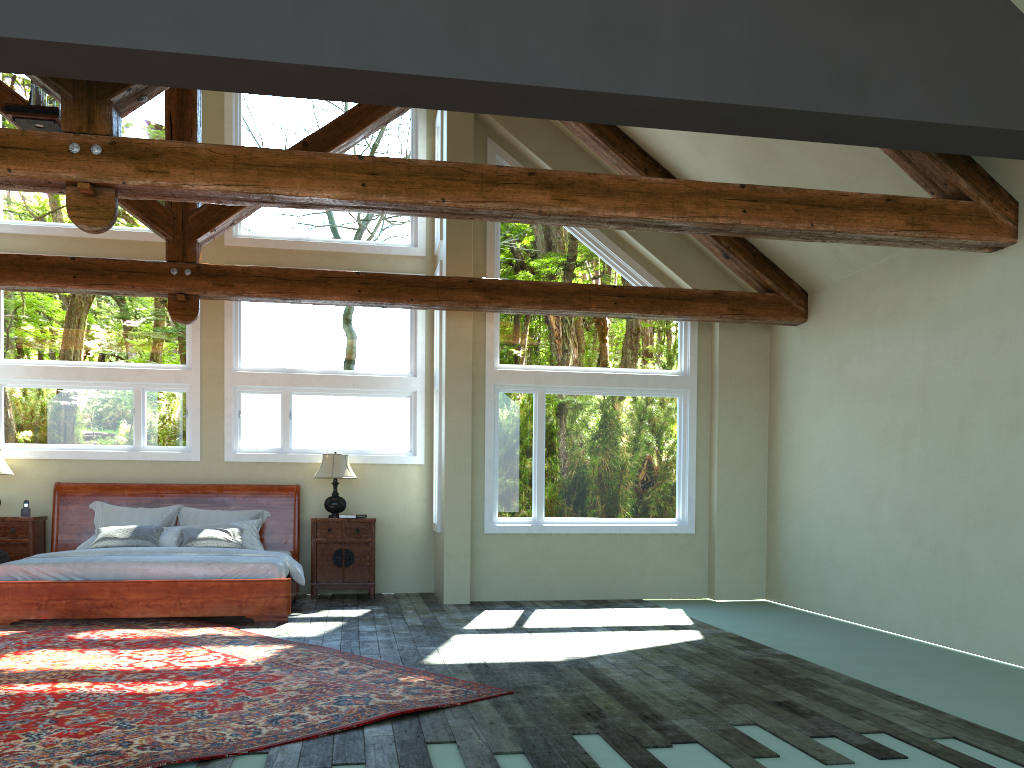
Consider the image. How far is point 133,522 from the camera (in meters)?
9.68

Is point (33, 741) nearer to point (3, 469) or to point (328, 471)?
point (328, 471)

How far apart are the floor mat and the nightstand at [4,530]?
1.8 meters

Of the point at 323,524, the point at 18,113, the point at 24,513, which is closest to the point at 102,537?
the point at 24,513

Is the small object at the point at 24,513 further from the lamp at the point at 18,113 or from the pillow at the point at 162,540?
the lamp at the point at 18,113

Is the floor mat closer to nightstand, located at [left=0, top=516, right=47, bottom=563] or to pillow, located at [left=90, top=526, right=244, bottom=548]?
pillow, located at [left=90, top=526, right=244, bottom=548]

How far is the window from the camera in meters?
9.9 m

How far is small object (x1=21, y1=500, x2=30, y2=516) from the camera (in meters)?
9.53

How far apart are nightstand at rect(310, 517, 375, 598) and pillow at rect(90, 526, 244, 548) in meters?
0.8

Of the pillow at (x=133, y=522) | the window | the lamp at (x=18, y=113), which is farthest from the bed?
the lamp at (x=18, y=113)
